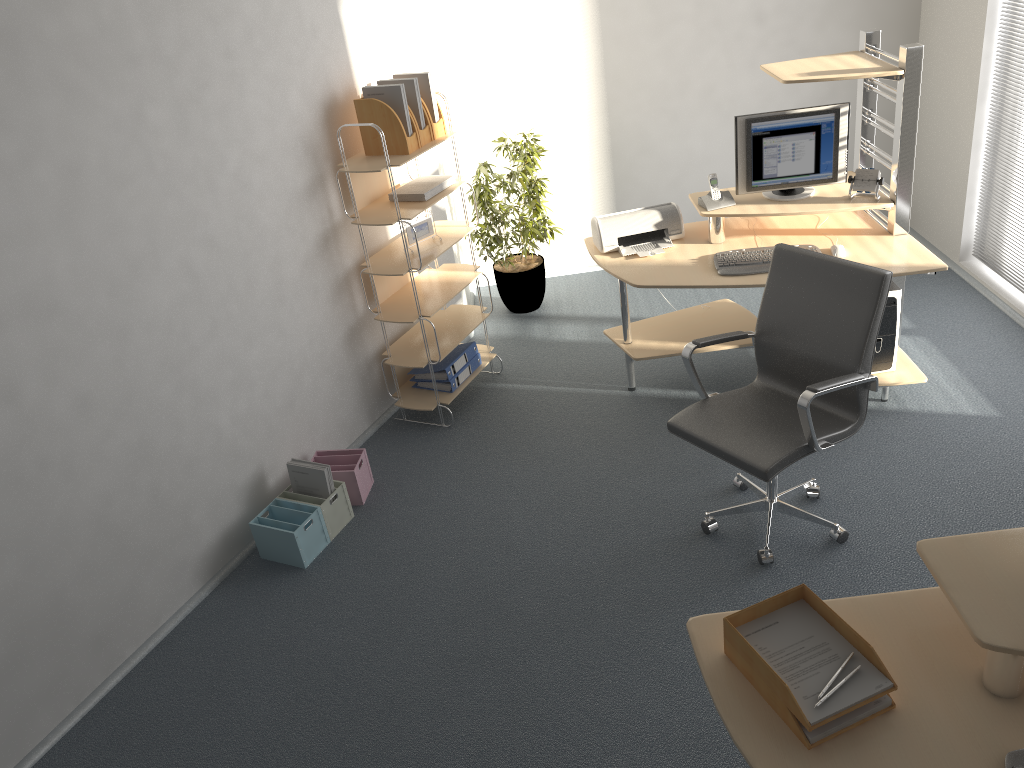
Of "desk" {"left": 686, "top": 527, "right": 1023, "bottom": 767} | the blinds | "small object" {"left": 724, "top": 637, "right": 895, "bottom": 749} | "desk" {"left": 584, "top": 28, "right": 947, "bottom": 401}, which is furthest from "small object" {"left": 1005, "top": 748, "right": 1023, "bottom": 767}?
the blinds

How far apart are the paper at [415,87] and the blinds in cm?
306

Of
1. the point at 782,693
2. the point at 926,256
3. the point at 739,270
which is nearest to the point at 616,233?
the point at 739,270

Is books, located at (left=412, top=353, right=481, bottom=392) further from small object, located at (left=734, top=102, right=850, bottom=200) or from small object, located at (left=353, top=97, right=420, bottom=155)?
small object, located at (left=734, top=102, right=850, bottom=200)

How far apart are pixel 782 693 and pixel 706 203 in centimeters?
289cm

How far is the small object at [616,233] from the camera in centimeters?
438cm

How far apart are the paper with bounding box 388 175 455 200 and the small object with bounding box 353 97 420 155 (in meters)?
0.22

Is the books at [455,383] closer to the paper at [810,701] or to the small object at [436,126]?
the small object at [436,126]

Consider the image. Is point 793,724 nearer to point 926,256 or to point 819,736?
point 819,736

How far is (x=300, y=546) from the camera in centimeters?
371cm
